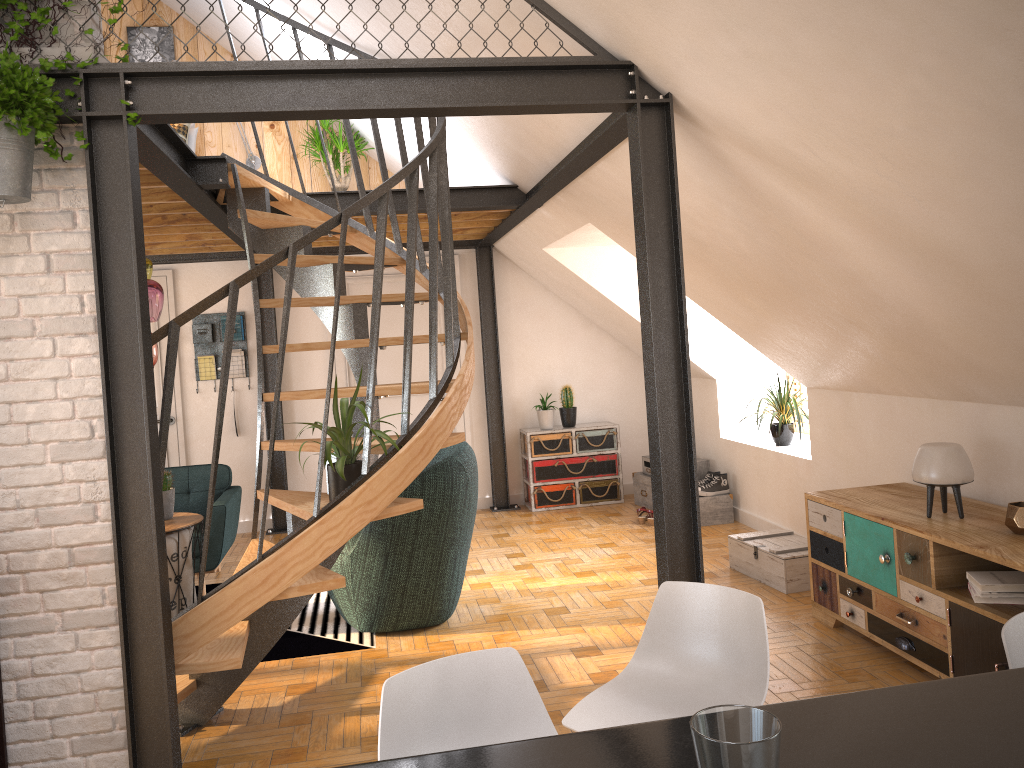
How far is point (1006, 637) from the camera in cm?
180

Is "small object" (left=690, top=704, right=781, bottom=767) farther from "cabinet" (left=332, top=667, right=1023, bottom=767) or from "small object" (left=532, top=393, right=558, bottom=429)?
"small object" (left=532, top=393, right=558, bottom=429)

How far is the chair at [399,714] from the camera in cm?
178

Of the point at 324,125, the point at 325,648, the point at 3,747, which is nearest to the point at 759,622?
the point at 3,747

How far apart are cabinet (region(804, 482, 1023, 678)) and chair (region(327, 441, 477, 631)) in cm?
175

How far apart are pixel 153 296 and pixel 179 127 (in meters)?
2.58

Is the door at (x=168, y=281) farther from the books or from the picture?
the books

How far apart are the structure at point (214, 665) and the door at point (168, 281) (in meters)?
2.63

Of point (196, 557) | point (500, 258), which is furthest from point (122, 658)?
point (500, 258)

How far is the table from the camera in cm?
488
